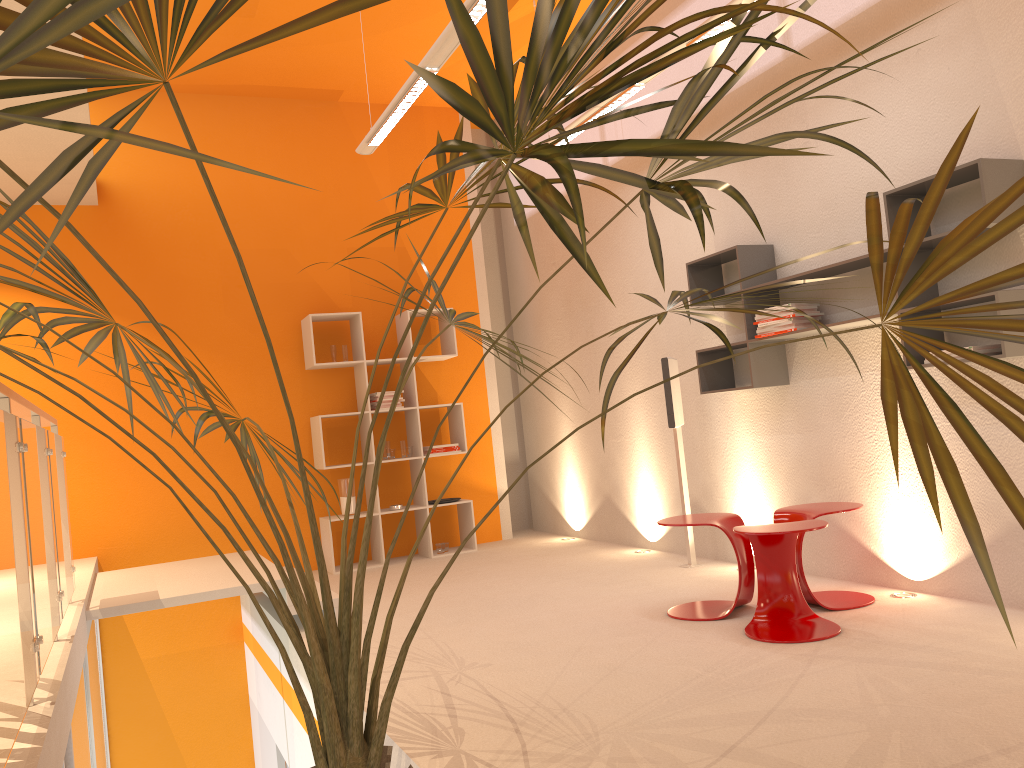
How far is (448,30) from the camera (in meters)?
4.07

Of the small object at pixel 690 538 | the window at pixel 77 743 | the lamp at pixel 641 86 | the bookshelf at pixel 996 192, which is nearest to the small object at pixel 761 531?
the bookshelf at pixel 996 192

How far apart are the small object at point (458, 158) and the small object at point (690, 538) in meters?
2.7

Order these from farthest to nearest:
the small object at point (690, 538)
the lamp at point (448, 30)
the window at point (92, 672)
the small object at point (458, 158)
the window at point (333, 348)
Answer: the window at point (333, 348)
the small object at point (690, 538)
the window at point (92, 672)
the lamp at point (448, 30)
the small object at point (458, 158)

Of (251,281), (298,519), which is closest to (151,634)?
(298,519)

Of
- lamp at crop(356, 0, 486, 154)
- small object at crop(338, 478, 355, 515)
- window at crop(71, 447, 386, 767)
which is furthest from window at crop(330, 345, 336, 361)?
window at crop(71, 447, 386, 767)

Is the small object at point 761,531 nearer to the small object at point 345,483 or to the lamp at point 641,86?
the lamp at point 641,86

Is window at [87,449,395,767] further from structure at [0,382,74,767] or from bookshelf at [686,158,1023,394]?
bookshelf at [686,158,1023,394]

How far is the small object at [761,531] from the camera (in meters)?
3.66

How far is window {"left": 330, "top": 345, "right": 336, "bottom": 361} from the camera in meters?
7.0 m
